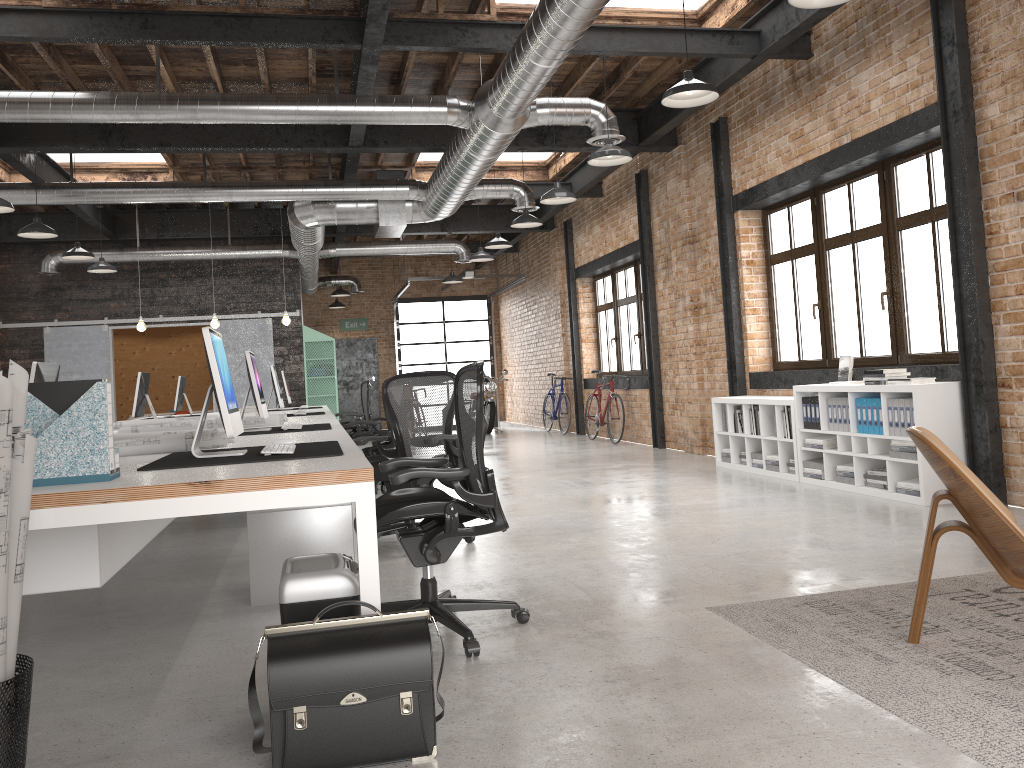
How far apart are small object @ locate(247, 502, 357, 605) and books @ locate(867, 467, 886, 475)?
4.0 meters

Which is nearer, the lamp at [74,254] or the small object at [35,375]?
the small object at [35,375]

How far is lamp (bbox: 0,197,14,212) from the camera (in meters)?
7.42

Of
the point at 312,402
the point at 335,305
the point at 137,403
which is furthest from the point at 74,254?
the point at 335,305

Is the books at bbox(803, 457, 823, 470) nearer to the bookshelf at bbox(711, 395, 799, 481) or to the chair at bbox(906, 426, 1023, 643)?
the bookshelf at bbox(711, 395, 799, 481)

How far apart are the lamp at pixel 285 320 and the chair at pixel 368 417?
1.4 meters

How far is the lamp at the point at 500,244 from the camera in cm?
1120

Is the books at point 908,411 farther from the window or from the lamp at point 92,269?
the lamp at point 92,269

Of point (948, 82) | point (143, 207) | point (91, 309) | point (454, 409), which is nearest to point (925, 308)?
point (948, 82)

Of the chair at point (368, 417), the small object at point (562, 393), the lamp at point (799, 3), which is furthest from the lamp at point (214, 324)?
the lamp at point (799, 3)
